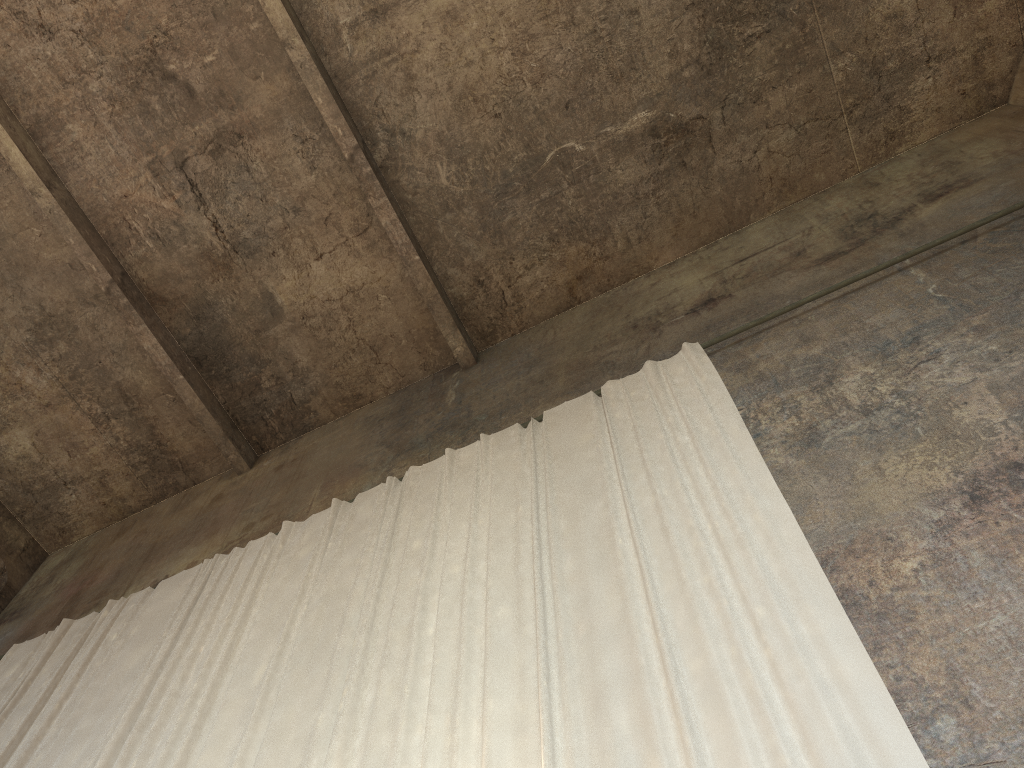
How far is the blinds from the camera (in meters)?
4.08

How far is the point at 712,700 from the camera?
4.08m

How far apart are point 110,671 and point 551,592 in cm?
431

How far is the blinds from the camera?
4.1 meters

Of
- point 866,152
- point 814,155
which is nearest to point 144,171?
point 814,155
